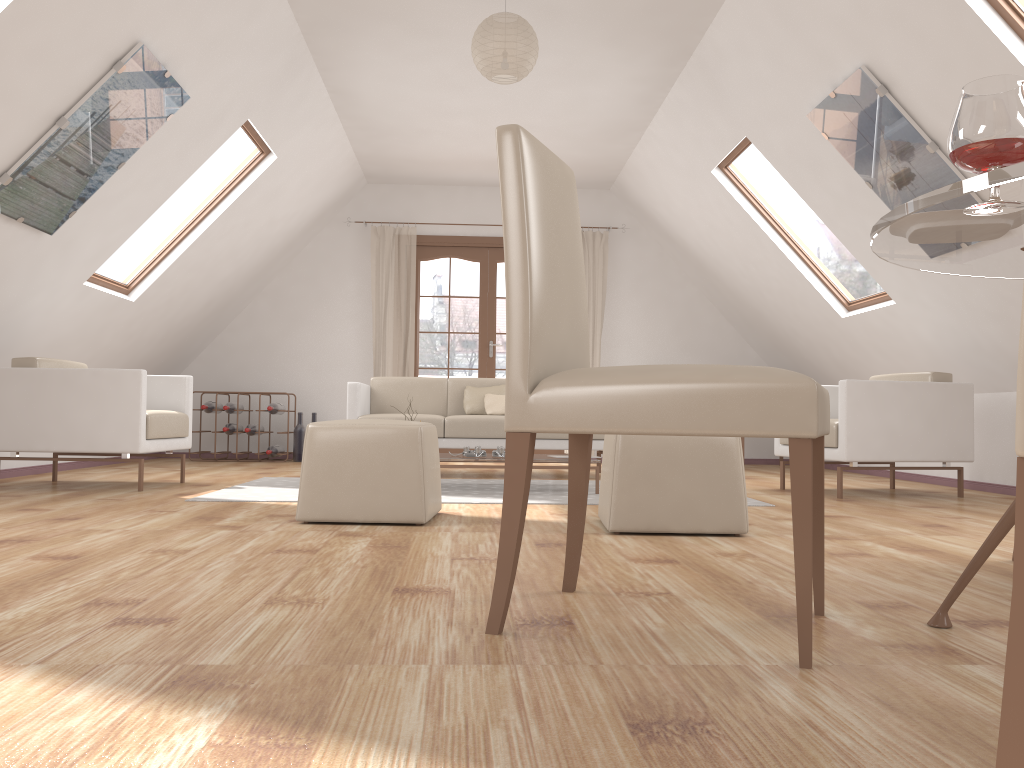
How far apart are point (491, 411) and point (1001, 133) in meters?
5.0 m

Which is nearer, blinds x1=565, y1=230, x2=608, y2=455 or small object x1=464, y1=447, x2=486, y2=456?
small object x1=464, y1=447, x2=486, y2=456

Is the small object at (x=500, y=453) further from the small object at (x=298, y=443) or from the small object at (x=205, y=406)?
the small object at (x=205, y=406)

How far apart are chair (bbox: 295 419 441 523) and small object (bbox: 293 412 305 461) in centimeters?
441cm

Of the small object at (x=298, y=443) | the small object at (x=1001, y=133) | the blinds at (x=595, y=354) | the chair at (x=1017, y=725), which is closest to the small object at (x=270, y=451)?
the small object at (x=298, y=443)

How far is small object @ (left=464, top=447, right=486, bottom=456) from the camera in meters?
4.9 m

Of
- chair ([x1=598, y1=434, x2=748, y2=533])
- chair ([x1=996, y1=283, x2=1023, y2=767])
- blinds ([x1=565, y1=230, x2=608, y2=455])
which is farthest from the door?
chair ([x1=996, y1=283, x2=1023, y2=767])

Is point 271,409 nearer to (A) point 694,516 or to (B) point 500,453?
(B) point 500,453

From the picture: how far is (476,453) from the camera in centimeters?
495cm

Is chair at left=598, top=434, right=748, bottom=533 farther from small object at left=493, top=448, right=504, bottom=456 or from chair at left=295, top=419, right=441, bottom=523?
small object at left=493, top=448, right=504, bottom=456
